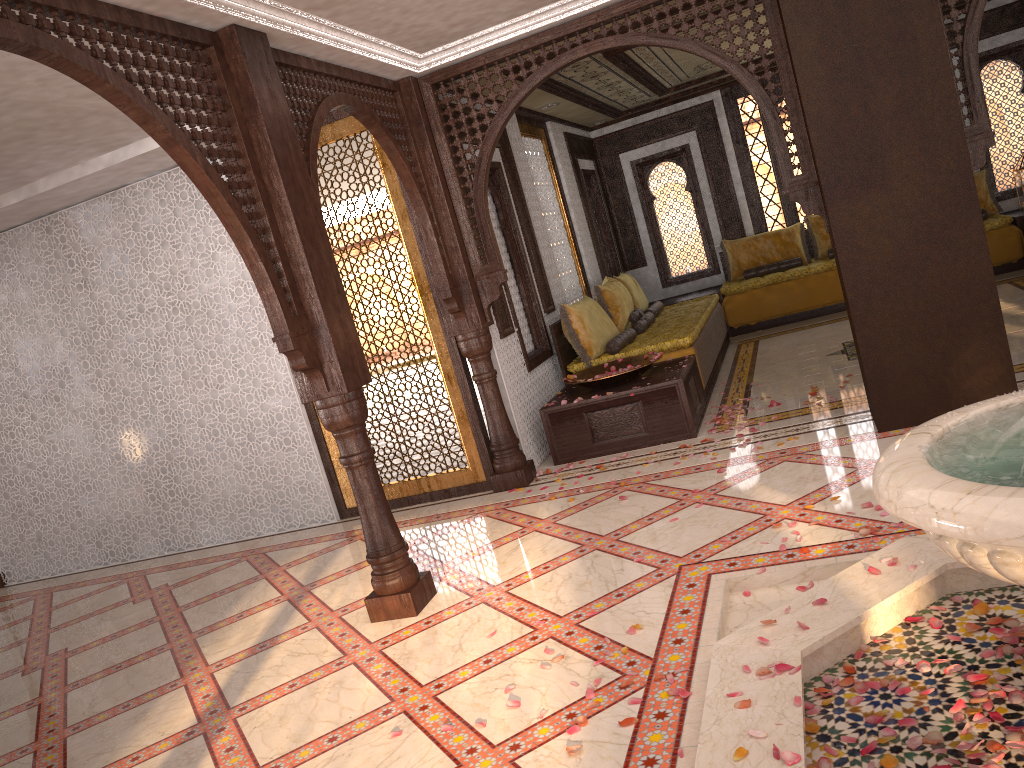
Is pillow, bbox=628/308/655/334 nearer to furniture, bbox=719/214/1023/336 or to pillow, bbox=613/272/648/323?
pillow, bbox=613/272/648/323

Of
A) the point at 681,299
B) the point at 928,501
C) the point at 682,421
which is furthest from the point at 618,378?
the point at 681,299

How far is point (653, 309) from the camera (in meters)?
9.17

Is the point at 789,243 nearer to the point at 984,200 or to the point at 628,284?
the point at 984,200

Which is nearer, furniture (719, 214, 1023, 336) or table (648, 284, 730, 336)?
furniture (719, 214, 1023, 336)

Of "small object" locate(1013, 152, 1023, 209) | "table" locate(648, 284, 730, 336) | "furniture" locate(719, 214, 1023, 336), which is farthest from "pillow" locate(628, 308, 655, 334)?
"small object" locate(1013, 152, 1023, 209)

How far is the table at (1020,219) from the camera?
9.1 meters

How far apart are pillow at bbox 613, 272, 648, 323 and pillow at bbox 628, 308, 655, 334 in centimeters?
51cm

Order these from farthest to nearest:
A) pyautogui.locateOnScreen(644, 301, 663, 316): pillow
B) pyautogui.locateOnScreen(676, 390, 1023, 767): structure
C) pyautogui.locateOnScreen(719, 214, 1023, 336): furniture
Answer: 1. pyautogui.locateOnScreen(644, 301, 663, 316): pillow
2. pyautogui.locateOnScreen(719, 214, 1023, 336): furniture
3. pyautogui.locateOnScreen(676, 390, 1023, 767): structure

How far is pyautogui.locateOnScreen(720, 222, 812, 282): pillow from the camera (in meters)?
10.41
